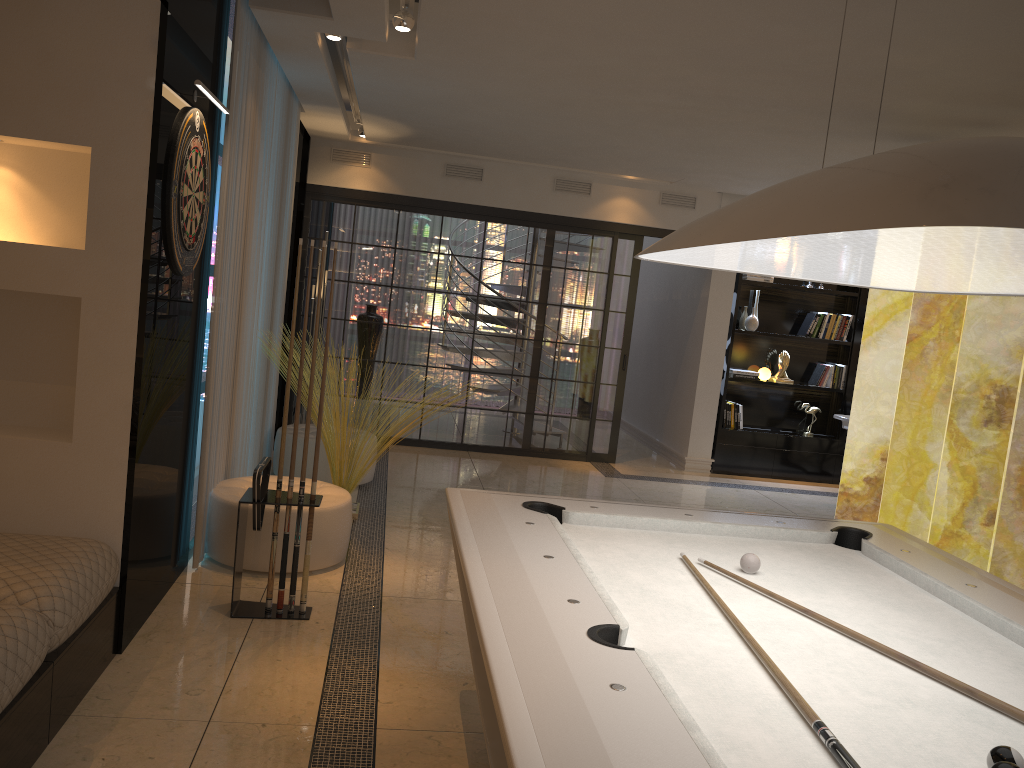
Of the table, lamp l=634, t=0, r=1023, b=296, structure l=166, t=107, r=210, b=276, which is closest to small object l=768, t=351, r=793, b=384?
the table

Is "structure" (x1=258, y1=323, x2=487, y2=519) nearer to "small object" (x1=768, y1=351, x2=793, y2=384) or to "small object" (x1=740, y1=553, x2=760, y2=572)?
"small object" (x1=740, y1=553, x2=760, y2=572)

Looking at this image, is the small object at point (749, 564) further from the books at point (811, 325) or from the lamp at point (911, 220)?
the books at point (811, 325)

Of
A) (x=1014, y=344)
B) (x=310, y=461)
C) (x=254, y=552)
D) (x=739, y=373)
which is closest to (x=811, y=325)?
(x=739, y=373)

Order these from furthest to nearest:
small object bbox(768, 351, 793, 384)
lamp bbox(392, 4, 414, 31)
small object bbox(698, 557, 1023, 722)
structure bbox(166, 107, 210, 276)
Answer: small object bbox(768, 351, 793, 384) → lamp bbox(392, 4, 414, 31) → structure bbox(166, 107, 210, 276) → small object bbox(698, 557, 1023, 722)

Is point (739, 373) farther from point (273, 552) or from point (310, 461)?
point (273, 552)

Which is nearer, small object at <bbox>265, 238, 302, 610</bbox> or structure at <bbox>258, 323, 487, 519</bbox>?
small object at <bbox>265, 238, 302, 610</bbox>

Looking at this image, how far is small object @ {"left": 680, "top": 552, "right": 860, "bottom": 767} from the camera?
1.44m

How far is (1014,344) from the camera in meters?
4.3 m

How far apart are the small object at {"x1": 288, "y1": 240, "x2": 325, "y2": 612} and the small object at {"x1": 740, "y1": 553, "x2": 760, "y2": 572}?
2.1 meters
